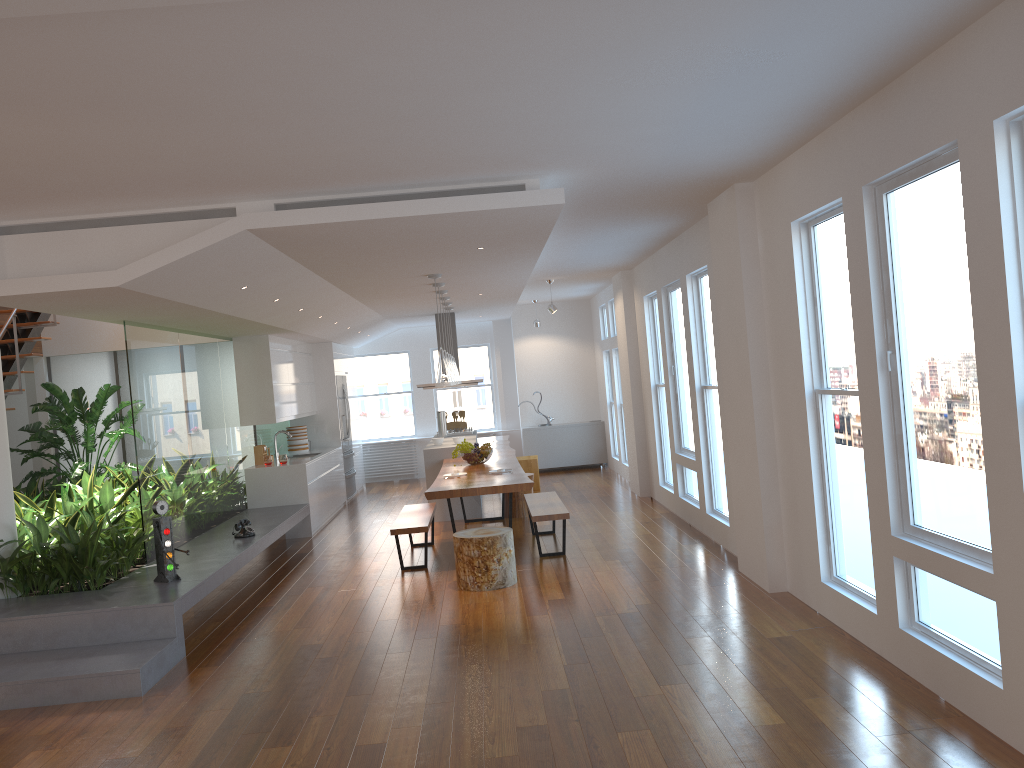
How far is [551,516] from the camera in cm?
746

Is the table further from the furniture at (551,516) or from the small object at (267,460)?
the small object at (267,460)

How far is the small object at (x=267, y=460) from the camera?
9.99m

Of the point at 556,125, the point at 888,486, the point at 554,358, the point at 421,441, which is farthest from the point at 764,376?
the point at 421,441

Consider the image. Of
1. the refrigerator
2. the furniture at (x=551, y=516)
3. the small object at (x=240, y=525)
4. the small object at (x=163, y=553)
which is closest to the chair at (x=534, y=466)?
the refrigerator

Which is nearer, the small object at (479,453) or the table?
Result: the table

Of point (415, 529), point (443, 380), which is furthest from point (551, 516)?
point (443, 380)

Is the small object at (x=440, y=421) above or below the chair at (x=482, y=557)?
above

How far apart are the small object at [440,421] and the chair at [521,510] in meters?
2.3 m

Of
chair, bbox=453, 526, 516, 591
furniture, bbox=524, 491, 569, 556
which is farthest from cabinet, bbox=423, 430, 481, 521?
chair, bbox=453, 526, 516, 591
